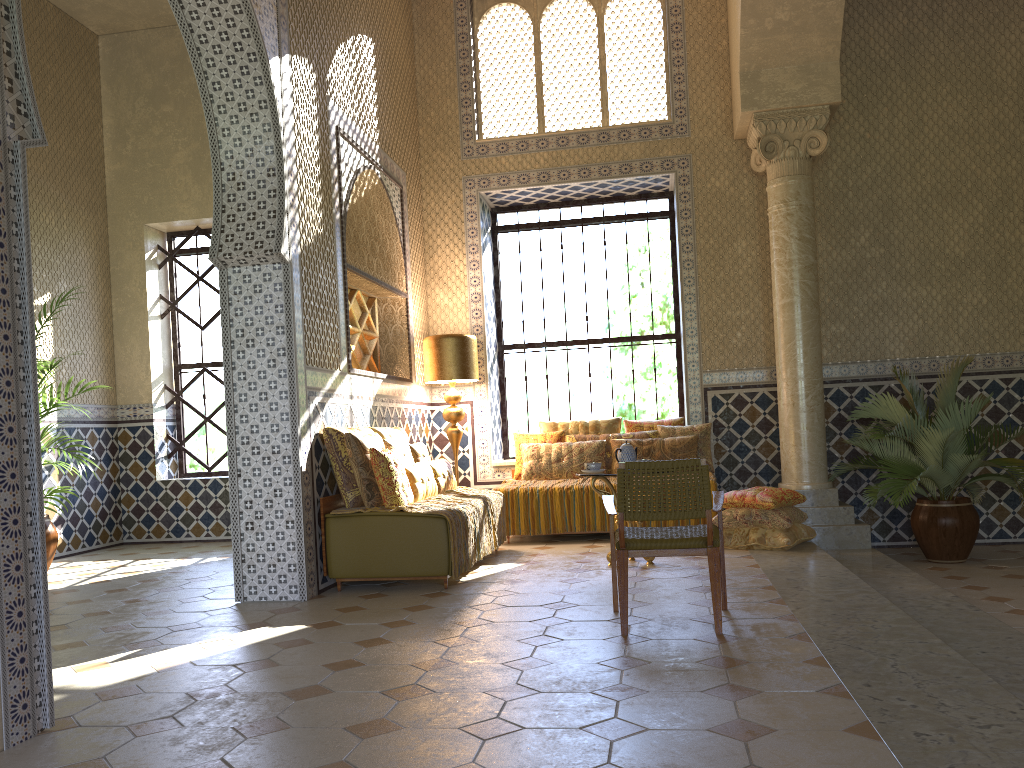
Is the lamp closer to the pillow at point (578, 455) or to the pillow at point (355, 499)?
the pillow at point (578, 455)

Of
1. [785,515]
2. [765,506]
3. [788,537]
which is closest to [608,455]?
[765,506]

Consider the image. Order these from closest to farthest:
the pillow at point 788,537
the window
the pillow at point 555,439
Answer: the pillow at point 788,537 → the pillow at point 555,439 → the window

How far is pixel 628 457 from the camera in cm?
931

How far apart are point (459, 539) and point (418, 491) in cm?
94

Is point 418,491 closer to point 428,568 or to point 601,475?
point 428,568

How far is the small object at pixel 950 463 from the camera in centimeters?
1002cm

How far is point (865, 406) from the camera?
12.03m

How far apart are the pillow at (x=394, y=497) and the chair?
2.40m

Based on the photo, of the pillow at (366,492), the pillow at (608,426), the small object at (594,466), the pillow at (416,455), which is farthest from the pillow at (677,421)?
the pillow at (366,492)
